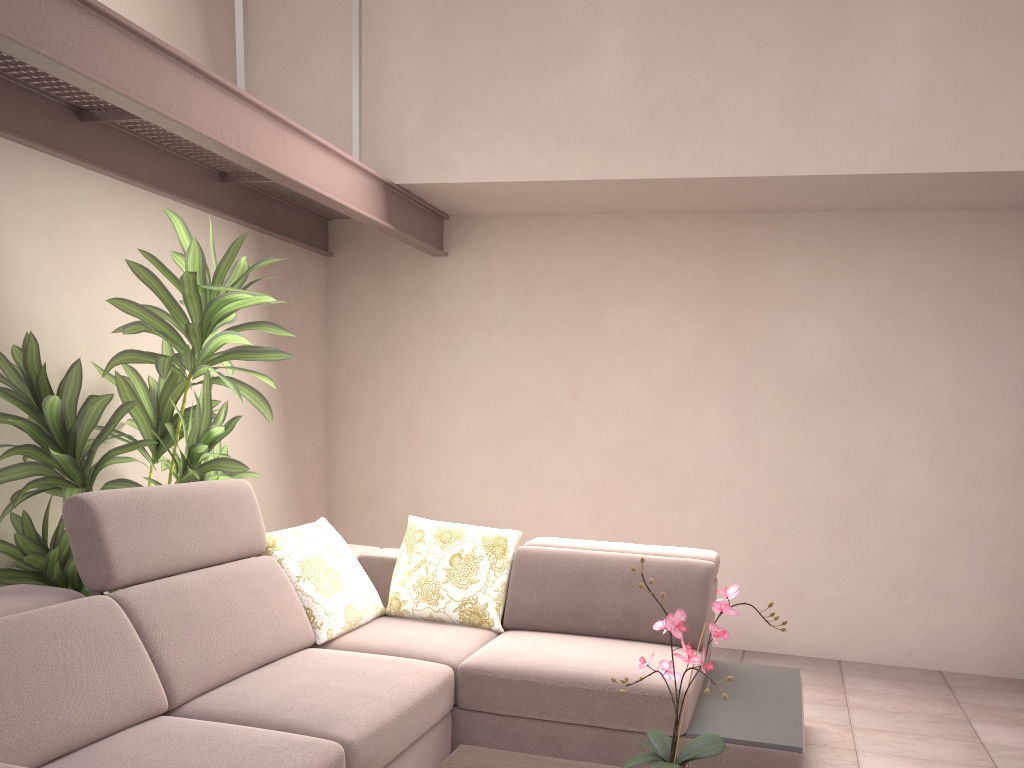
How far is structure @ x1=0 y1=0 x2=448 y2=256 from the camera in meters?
2.3

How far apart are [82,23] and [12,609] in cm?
163

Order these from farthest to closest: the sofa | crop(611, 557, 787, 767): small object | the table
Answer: the table, the sofa, crop(611, 557, 787, 767): small object

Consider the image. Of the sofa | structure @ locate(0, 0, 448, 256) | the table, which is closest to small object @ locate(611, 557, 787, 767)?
the table

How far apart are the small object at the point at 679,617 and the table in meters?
0.4

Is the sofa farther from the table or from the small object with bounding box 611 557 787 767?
the small object with bounding box 611 557 787 767

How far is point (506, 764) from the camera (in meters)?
2.27

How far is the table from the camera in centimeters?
227cm

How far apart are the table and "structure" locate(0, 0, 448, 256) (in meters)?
2.08

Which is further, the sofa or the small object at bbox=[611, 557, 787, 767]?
the sofa
